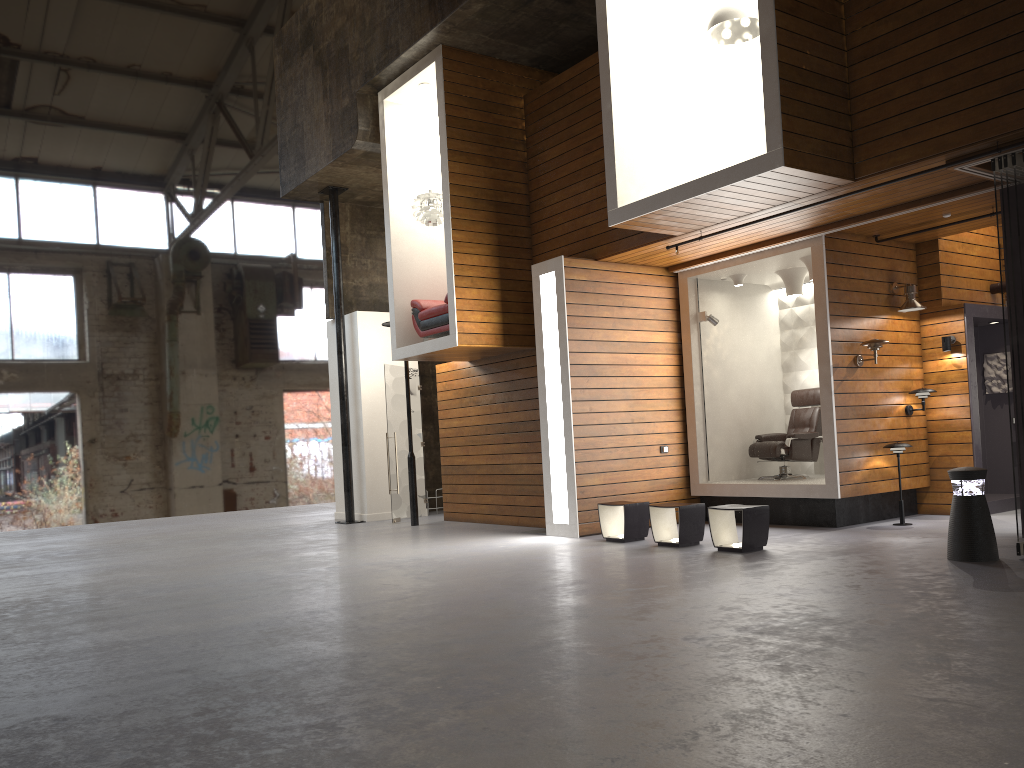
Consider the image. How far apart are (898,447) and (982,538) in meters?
2.6 m

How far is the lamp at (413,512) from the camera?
12.2 meters

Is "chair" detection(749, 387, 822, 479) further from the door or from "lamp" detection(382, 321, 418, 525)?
the door

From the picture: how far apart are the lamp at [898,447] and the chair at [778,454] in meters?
1.2 m

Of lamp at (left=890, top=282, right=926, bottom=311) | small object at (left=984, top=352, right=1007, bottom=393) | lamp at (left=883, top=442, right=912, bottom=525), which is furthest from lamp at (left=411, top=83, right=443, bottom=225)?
small object at (left=984, top=352, right=1007, bottom=393)

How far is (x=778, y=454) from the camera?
10.2m

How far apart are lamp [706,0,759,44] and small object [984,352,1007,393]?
5.1 meters

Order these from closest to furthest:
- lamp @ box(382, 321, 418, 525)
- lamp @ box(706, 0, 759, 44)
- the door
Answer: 1. lamp @ box(706, 0, 759, 44)
2. lamp @ box(382, 321, 418, 525)
3. the door

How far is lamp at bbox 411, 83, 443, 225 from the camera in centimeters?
1100cm

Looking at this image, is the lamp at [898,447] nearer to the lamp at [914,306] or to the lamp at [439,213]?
the lamp at [914,306]
